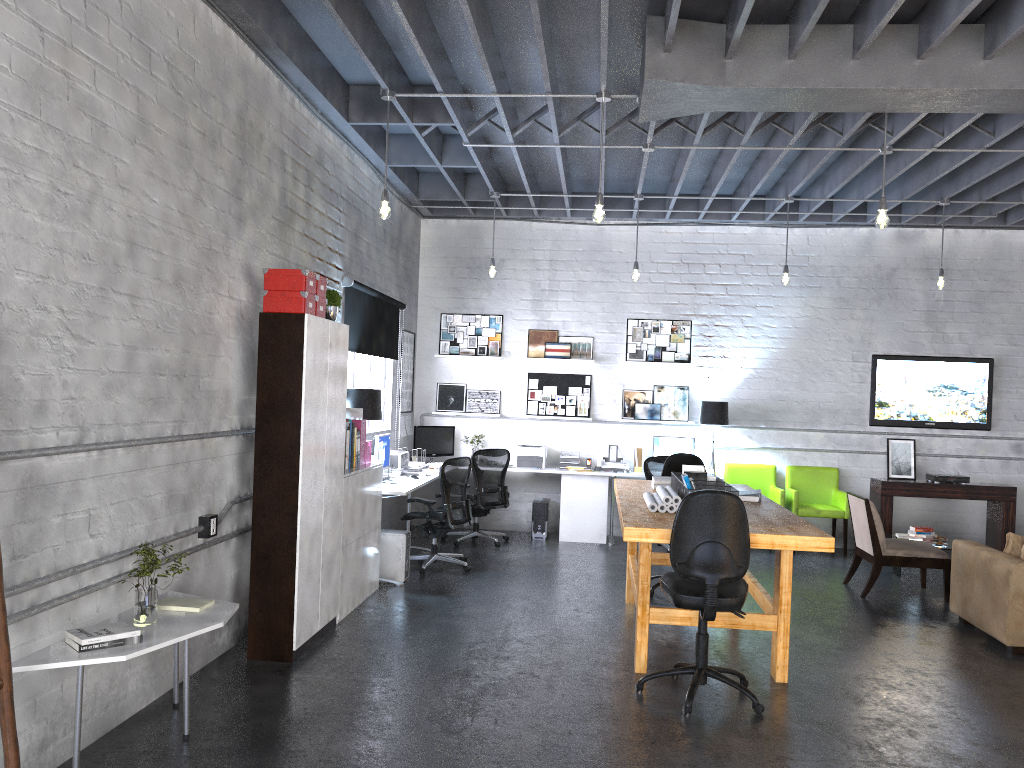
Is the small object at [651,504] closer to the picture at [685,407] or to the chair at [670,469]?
the chair at [670,469]

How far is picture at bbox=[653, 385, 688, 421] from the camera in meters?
10.2

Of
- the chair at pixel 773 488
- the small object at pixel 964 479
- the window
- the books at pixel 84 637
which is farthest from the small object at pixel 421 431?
the books at pixel 84 637

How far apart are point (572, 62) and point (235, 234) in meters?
2.7

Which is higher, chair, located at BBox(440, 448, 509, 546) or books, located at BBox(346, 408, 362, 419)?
books, located at BBox(346, 408, 362, 419)

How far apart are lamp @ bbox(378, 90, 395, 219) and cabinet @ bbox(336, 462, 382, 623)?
1.8 meters

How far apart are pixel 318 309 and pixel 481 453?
4.1 meters

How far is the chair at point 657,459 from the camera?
9.3m

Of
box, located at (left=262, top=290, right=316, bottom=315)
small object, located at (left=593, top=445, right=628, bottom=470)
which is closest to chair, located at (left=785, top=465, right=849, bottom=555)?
small object, located at (left=593, top=445, right=628, bottom=470)

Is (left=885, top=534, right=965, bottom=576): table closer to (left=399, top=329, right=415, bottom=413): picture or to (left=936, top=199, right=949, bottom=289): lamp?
(left=936, top=199, right=949, bottom=289): lamp
